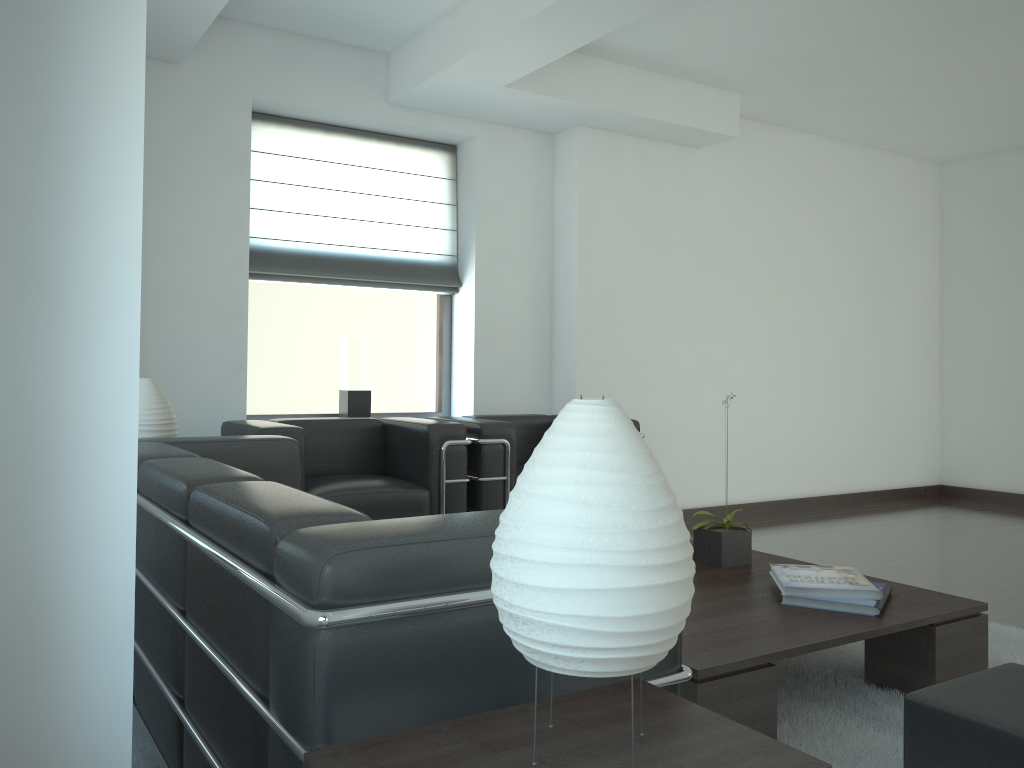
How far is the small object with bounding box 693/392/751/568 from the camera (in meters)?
5.04

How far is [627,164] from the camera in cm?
880

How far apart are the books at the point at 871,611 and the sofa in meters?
2.1

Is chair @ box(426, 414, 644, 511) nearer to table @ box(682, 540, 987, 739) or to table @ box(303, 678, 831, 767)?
table @ box(682, 540, 987, 739)

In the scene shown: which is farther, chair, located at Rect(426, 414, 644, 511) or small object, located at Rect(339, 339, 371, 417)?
small object, located at Rect(339, 339, 371, 417)

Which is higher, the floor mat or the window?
the window

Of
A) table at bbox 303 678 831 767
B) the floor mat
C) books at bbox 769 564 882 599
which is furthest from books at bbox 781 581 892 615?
table at bbox 303 678 831 767

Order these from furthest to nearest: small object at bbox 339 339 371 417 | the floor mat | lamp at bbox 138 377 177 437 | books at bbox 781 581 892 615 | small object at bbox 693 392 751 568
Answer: small object at bbox 339 339 371 417 < lamp at bbox 138 377 177 437 < small object at bbox 693 392 751 568 < books at bbox 781 581 892 615 < the floor mat

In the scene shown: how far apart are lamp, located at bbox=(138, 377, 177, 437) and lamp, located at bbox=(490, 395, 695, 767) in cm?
421

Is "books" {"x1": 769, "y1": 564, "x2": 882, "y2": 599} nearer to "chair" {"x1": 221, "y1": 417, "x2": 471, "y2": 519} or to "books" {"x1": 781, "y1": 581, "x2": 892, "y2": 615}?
"books" {"x1": 781, "y1": 581, "x2": 892, "y2": 615}
